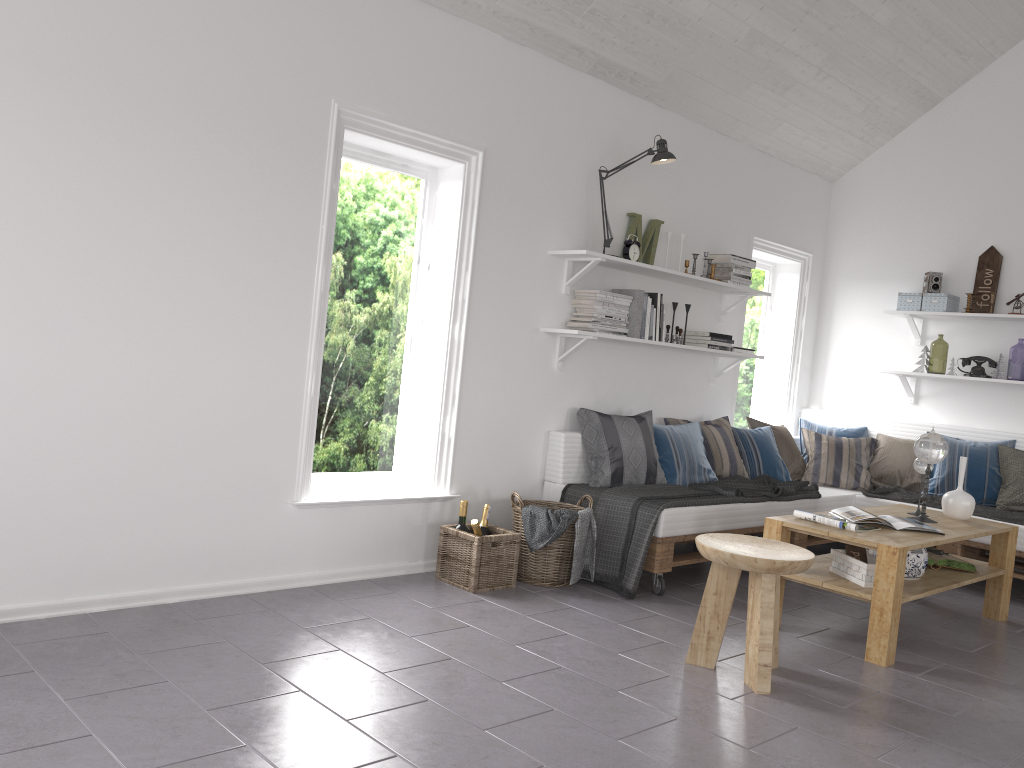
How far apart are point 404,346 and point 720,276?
2.2m

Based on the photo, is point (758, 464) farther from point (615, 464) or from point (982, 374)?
point (982, 374)

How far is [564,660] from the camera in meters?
3.2 m

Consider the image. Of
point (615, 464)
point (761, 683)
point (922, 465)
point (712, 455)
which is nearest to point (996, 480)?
point (922, 465)

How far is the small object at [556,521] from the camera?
4.1 meters

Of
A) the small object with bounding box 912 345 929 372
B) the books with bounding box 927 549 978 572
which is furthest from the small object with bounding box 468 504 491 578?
the small object with bounding box 912 345 929 372

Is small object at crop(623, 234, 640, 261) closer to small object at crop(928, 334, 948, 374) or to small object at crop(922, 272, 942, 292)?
small object at crop(922, 272, 942, 292)

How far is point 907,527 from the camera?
3.99m

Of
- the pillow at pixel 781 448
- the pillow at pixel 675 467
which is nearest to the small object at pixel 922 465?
the pillow at pixel 675 467

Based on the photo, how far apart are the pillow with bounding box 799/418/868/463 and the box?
0.9m
